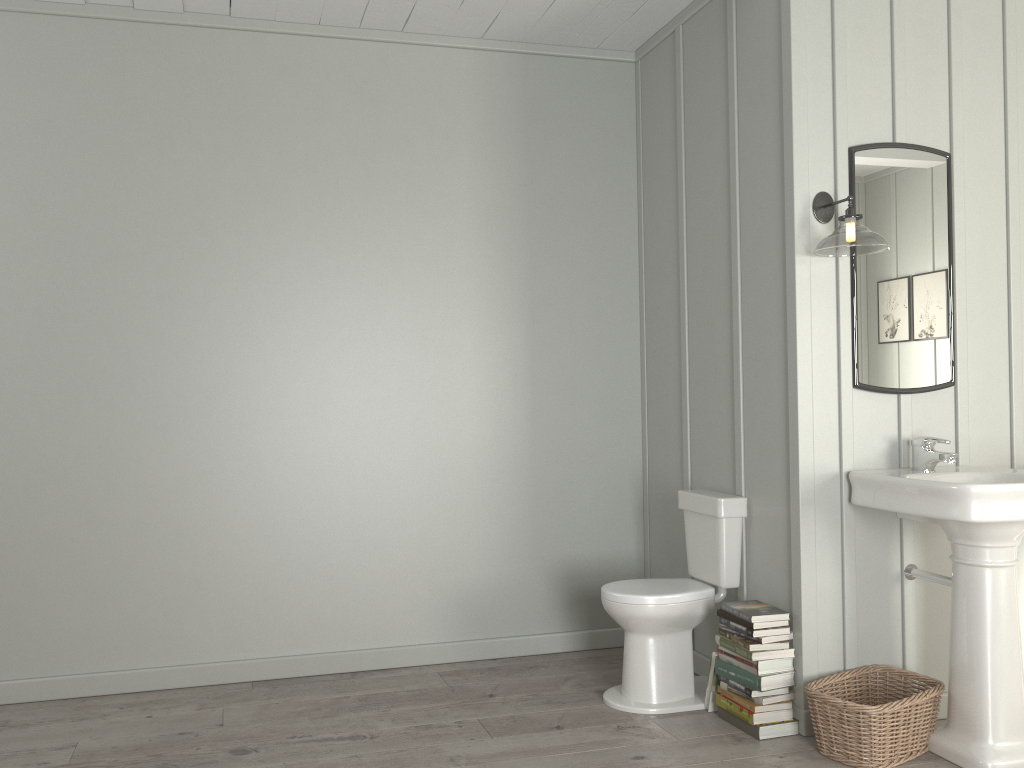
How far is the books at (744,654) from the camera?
3.1m

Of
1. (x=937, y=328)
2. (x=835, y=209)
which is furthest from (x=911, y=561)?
(x=835, y=209)

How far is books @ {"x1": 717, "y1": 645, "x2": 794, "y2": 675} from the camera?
3.06m

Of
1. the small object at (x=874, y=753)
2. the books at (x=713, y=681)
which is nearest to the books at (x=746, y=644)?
the books at (x=713, y=681)

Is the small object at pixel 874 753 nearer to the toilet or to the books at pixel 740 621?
the books at pixel 740 621

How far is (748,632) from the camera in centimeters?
305cm

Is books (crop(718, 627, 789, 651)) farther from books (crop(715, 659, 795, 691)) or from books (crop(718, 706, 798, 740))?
books (crop(718, 706, 798, 740))

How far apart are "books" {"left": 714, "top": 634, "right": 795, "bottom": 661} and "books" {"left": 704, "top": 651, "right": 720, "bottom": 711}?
0.07m

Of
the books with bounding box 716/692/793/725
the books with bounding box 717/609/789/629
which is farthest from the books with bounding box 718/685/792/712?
the books with bounding box 717/609/789/629

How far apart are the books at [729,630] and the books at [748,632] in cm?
2
